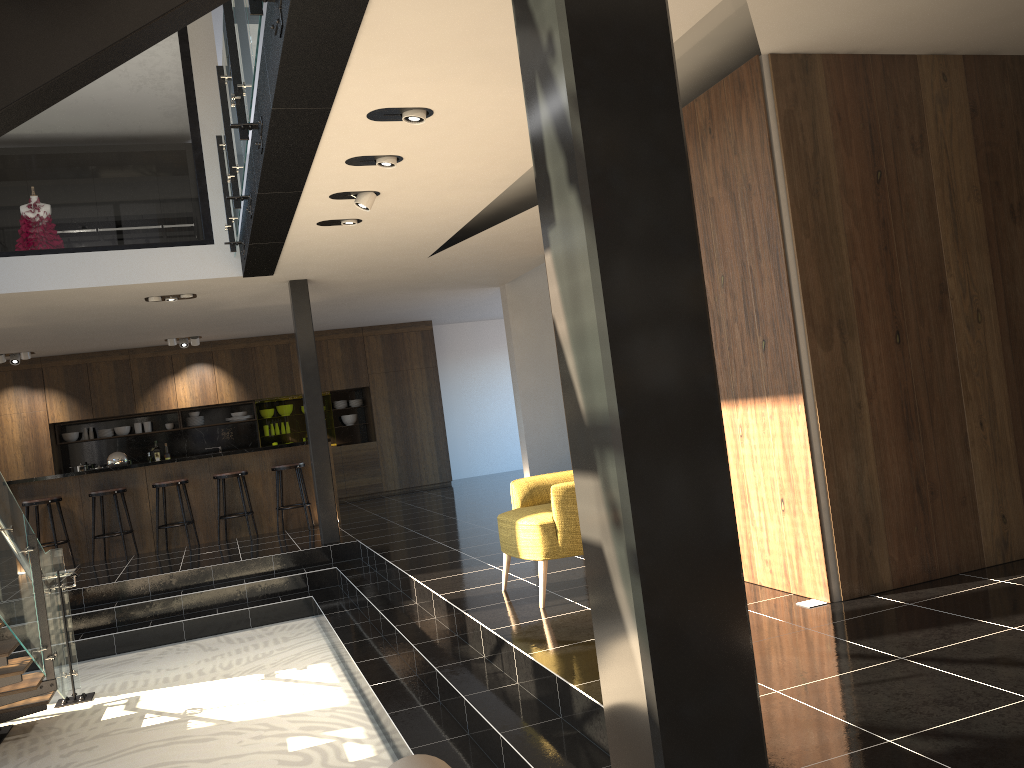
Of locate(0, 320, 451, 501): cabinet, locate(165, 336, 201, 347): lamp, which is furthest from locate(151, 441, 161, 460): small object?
locate(165, 336, 201, 347): lamp

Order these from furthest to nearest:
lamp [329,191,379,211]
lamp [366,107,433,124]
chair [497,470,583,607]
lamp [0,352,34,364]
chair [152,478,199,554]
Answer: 1. lamp [0,352,34,364]
2. chair [152,478,199,554]
3. lamp [329,191,379,211]
4. chair [497,470,583,607]
5. lamp [366,107,433,124]

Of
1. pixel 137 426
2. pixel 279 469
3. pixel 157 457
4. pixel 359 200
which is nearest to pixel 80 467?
pixel 137 426

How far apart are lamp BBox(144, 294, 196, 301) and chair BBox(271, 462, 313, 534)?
2.37m

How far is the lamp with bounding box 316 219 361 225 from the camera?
6.7m

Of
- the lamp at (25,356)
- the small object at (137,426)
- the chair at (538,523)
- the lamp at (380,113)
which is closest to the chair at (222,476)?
the lamp at (25,356)

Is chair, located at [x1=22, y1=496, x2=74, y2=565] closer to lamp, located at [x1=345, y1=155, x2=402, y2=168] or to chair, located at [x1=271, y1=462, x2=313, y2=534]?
chair, located at [x1=271, y1=462, x2=313, y2=534]

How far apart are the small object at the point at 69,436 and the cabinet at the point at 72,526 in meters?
3.2 m

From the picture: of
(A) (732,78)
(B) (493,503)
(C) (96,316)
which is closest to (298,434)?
(B) (493,503)

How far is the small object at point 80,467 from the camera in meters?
13.0 m
